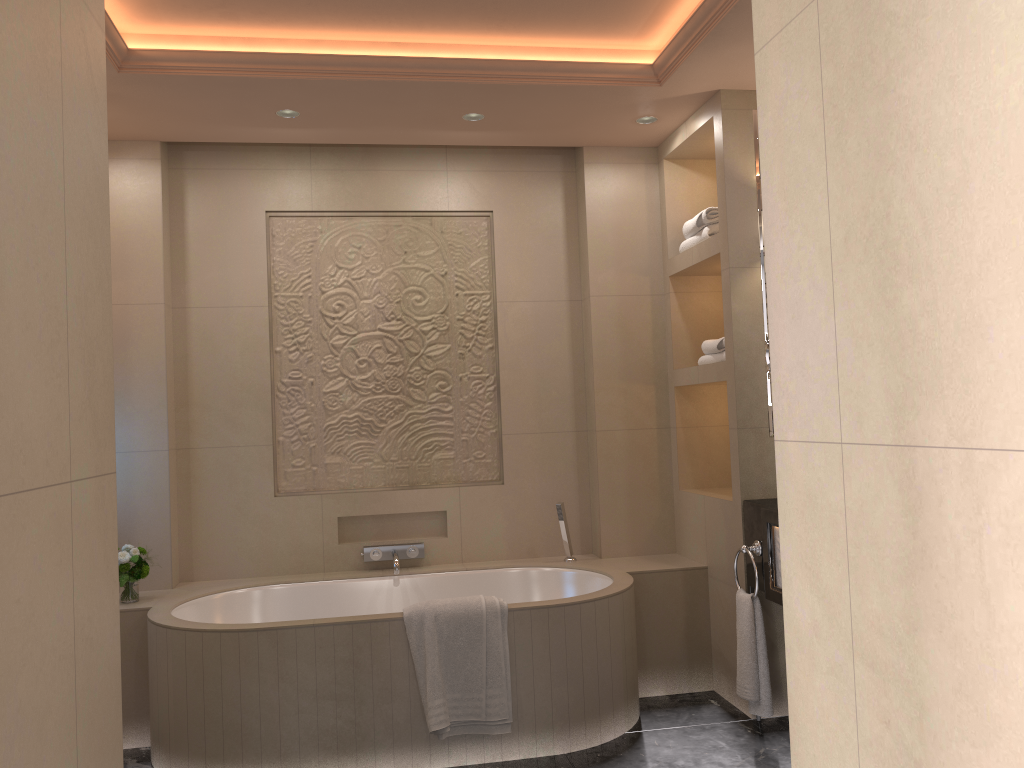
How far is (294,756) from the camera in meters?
3.0 m

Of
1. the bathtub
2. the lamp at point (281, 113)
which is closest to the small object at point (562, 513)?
the bathtub

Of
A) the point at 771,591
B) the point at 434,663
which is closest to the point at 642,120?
the point at 771,591

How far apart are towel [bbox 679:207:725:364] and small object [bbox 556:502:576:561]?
0.9m

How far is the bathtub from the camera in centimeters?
302cm

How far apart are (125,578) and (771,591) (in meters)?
2.49

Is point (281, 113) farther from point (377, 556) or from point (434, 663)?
point (434, 663)

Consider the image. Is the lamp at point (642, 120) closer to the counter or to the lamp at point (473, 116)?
the lamp at point (473, 116)

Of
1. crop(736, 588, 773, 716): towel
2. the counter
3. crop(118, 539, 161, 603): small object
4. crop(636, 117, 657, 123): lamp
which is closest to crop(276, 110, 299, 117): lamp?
crop(636, 117, 657, 123): lamp

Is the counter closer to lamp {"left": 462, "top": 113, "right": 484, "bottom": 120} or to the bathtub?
the bathtub
